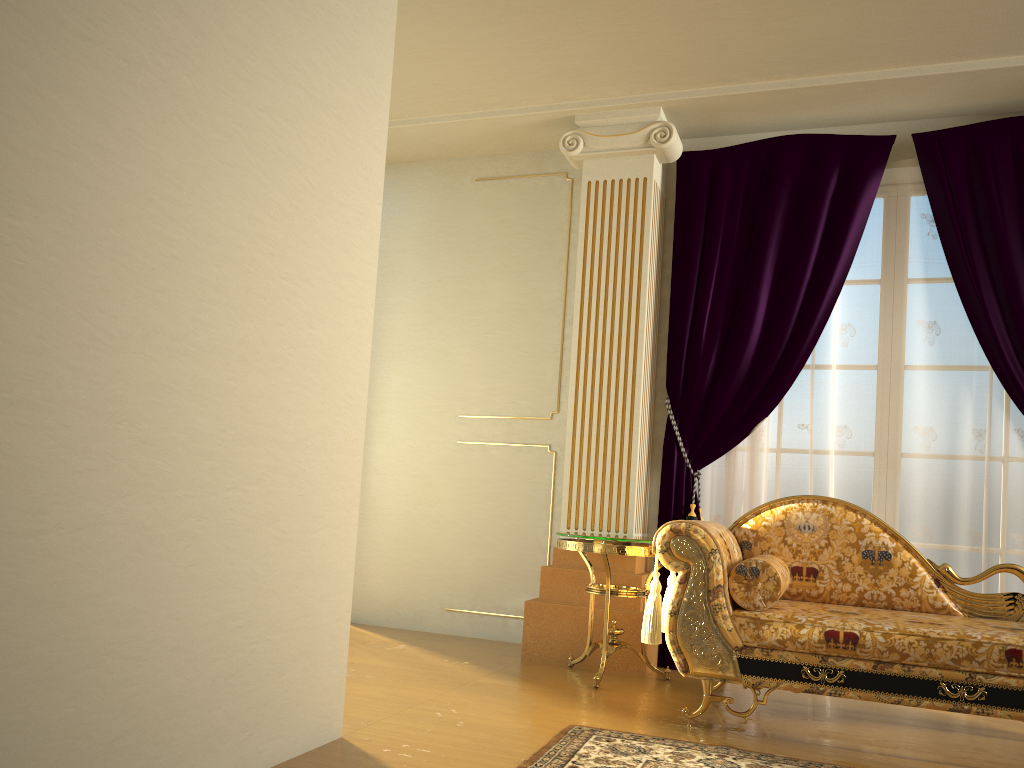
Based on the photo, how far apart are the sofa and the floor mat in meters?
0.3

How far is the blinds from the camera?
3.99m

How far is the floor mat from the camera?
2.6m

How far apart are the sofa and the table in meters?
0.2 m

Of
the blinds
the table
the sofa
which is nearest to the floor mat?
the sofa

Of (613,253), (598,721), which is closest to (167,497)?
(598,721)

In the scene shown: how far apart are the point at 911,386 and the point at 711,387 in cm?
91

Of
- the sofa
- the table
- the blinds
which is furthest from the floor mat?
the blinds

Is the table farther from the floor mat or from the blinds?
the floor mat

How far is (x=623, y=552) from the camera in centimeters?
367cm
